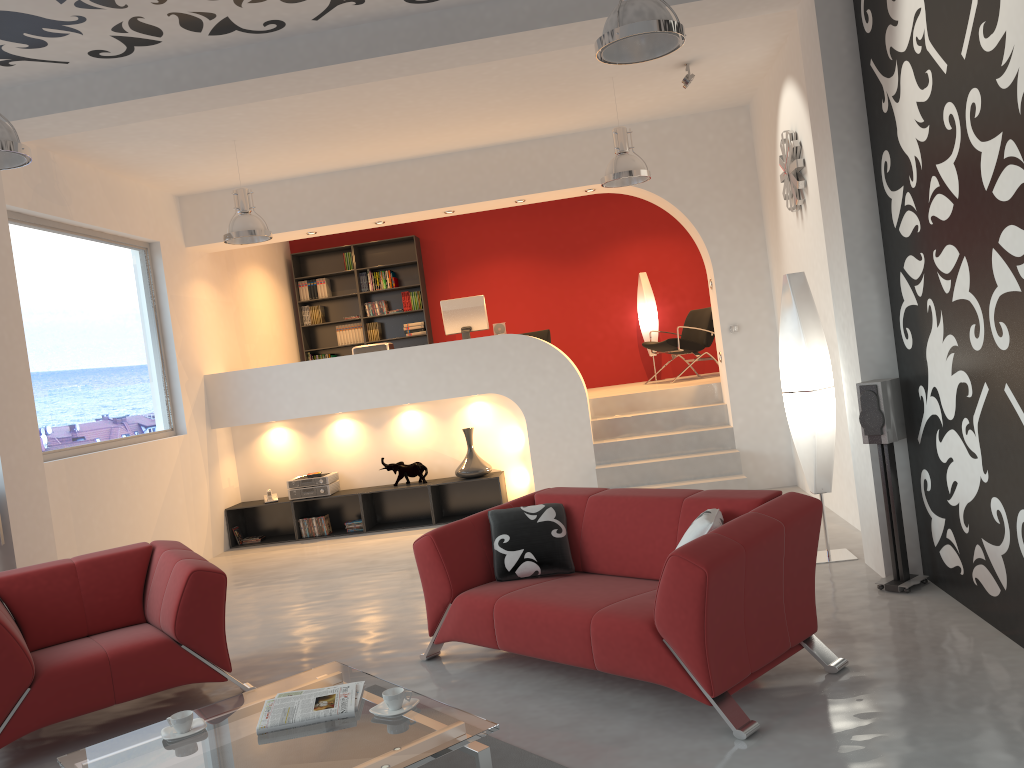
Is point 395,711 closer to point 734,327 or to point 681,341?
point 734,327

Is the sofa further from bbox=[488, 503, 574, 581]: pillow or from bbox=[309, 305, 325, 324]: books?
bbox=[309, 305, 325, 324]: books

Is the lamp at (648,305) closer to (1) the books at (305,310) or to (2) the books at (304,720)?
(1) the books at (305,310)

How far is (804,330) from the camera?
5.4m

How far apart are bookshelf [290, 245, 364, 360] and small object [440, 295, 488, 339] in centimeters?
260cm

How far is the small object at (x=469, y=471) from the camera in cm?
853

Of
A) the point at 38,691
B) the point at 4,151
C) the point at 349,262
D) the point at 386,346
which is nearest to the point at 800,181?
the point at 386,346

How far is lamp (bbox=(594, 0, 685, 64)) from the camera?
3.6 meters

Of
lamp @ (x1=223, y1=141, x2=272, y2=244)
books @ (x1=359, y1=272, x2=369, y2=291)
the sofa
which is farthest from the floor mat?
books @ (x1=359, y1=272, x2=369, y2=291)

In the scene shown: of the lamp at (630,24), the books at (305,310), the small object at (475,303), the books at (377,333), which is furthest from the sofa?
the books at (305,310)
